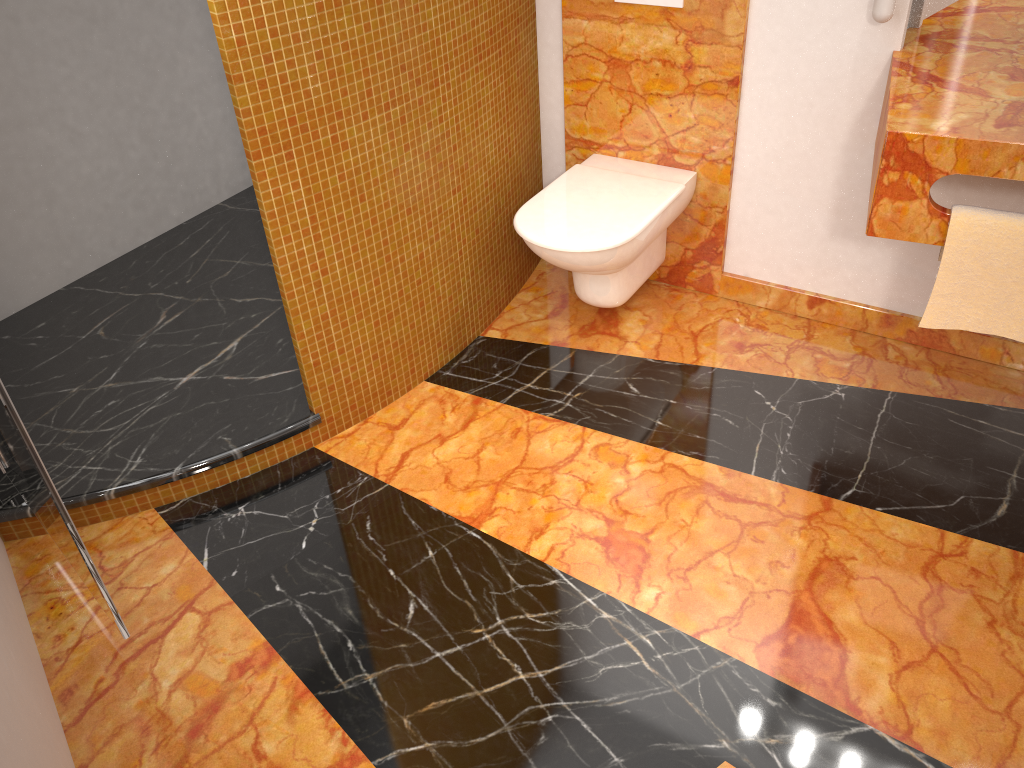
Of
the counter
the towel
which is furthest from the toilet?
the towel

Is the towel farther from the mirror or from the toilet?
the toilet

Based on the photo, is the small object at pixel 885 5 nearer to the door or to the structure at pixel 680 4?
the structure at pixel 680 4

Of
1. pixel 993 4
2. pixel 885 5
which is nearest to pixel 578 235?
pixel 885 5

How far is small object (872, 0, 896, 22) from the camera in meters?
2.0 m

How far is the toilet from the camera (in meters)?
2.30

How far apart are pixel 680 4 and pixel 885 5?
0.53m

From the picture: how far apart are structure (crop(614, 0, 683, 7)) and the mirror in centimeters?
58cm

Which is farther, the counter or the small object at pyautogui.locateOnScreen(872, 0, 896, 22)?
the small object at pyautogui.locateOnScreen(872, 0, 896, 22)

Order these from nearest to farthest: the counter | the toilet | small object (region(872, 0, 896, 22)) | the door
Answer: the door < the counter < small object (region(872, 0, 896, 22)) < the toilet
